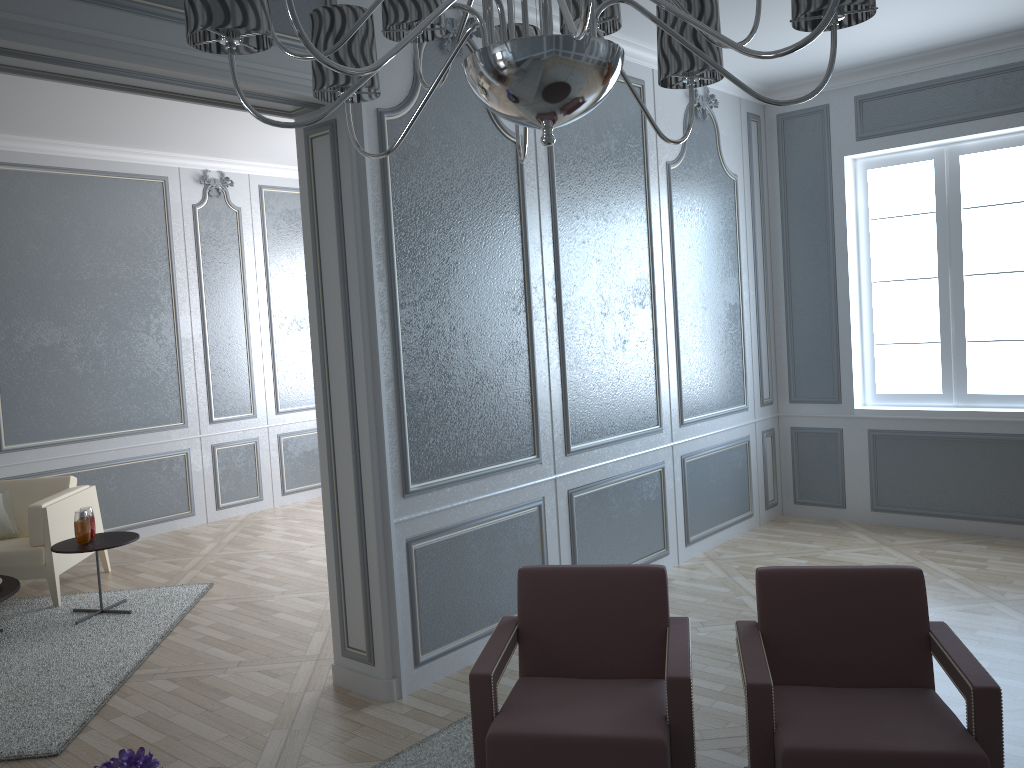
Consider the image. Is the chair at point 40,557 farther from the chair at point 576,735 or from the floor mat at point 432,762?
the chair at point 576,735

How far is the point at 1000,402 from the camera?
5.09m

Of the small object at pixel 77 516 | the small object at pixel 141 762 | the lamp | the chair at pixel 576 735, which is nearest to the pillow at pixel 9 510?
the small object at pixel 77 516

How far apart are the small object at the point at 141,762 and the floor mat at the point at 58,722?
1.57m

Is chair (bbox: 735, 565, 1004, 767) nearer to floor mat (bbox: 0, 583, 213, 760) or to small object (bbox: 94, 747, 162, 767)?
small object (bbox: 94, 747, 162, 767)

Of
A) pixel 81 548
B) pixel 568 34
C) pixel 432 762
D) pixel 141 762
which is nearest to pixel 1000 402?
pixel 432 762

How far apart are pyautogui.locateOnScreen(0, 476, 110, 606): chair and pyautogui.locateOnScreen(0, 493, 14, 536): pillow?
0.1 meters

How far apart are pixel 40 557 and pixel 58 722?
1.7 meters

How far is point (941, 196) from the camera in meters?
5.2

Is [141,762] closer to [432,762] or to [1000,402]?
[432,762]
